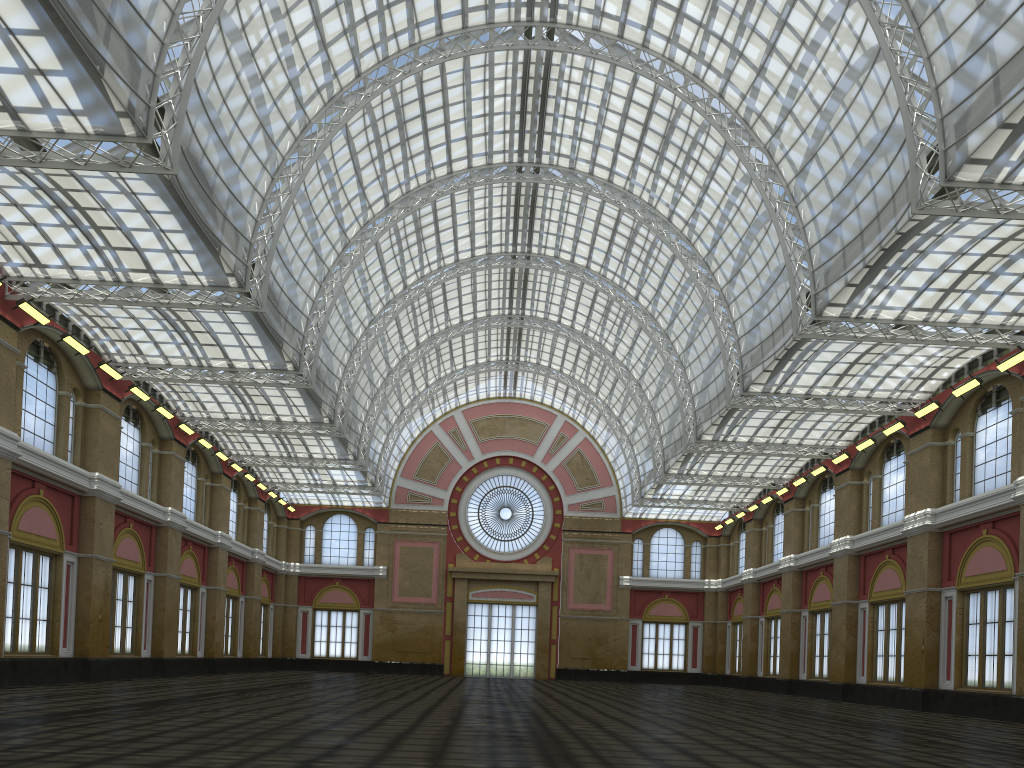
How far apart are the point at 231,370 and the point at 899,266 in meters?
31.0 m
